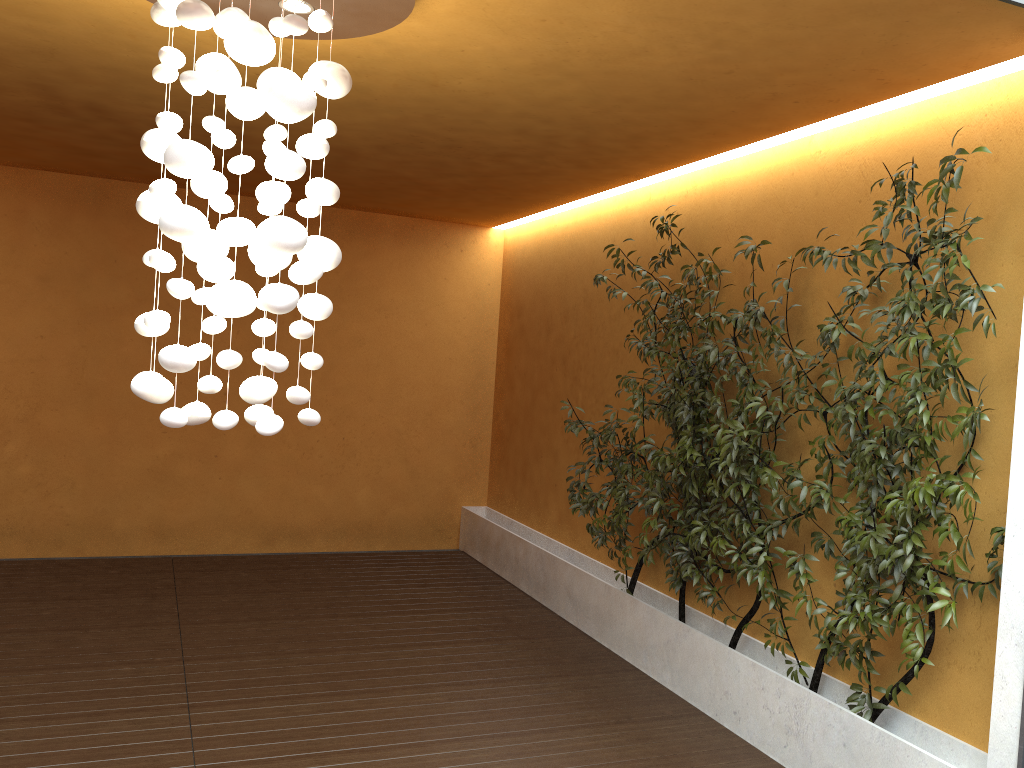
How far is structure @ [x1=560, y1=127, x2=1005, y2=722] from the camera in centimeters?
327cm

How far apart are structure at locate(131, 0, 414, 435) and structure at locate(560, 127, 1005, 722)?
1.9m

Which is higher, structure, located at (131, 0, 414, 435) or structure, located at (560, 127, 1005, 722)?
structure, located at (131, 0, 414, 435)

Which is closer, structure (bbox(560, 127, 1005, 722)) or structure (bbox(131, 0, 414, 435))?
structure (bbox(131, 0, 414, 435))

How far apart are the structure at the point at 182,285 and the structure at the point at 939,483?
1.9m

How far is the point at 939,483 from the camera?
3.3 meters

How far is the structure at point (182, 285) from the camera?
2.57m

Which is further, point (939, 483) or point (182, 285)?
point (939, 483)

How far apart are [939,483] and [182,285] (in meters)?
2.71

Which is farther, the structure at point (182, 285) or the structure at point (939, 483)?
the structure at point (939, 483)
